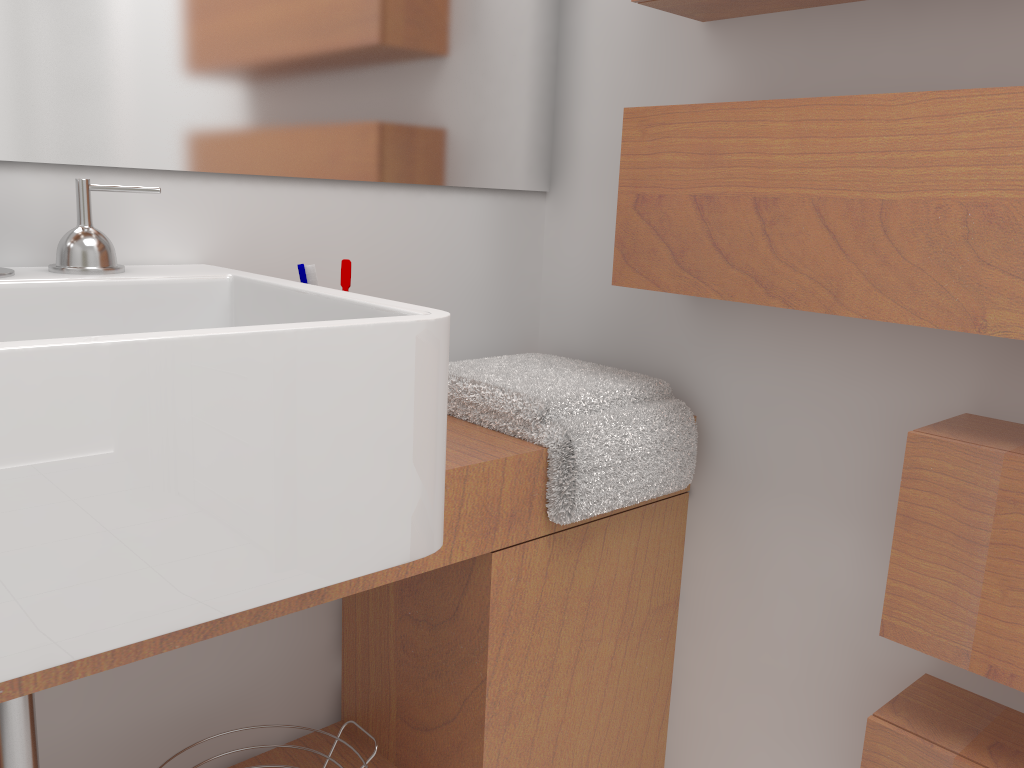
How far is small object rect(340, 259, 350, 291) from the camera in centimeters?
119cm

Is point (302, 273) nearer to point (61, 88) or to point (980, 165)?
point (61, 88)

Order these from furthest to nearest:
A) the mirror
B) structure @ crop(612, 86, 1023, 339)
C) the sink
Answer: the mirror
structure @ crop(612, 86, 1023, 339)
the sink

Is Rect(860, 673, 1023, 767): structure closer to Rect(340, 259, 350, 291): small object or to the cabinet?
the cabinet

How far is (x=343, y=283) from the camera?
1.2 meters

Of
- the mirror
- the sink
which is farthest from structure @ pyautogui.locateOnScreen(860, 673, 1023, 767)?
the mirror

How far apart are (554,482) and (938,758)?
0.5m

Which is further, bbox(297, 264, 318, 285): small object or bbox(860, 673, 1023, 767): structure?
bbox(297, 264, 318, 285): small object

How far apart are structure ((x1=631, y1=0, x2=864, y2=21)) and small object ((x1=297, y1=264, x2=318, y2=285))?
0.6m

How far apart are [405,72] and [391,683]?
0.92m
